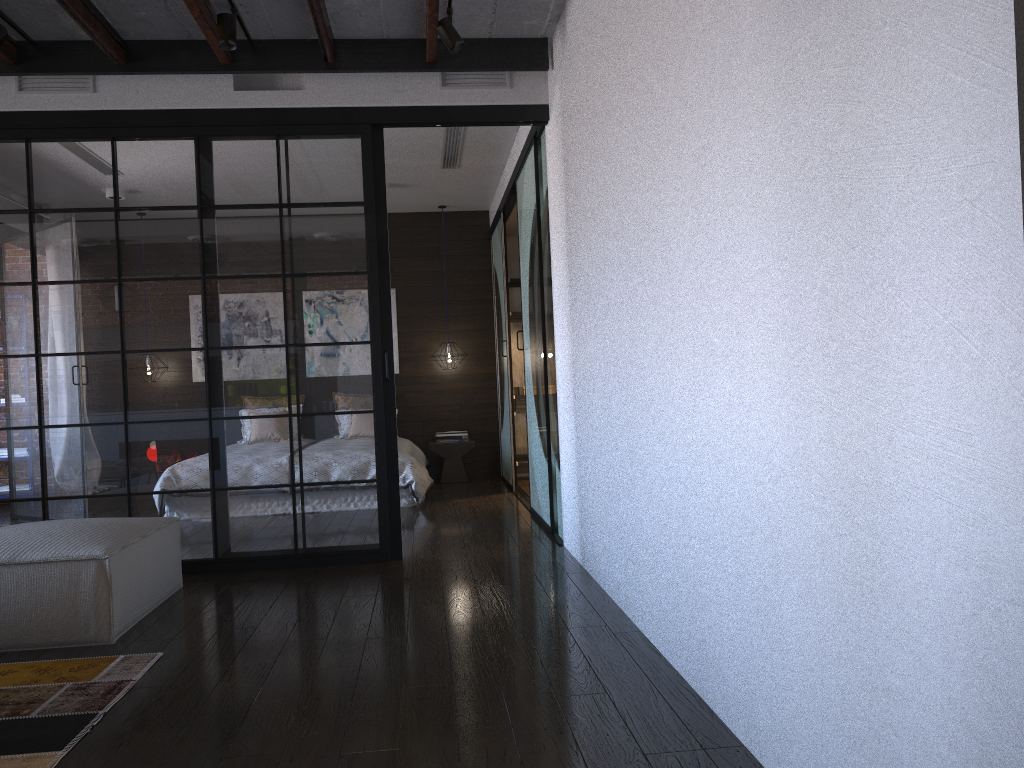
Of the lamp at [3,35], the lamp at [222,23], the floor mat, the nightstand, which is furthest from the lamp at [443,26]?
the nightstand

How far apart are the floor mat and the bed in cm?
379

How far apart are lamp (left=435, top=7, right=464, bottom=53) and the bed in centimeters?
362cm

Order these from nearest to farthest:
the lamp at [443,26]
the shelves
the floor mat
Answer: the floor mat
the lamp at [443,26]
the shelves

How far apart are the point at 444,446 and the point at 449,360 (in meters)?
0.85

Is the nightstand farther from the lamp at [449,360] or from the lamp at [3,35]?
Result: the lamp at [3,35]

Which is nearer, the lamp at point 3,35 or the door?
the lamp at point 3,35

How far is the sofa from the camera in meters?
3.3 m

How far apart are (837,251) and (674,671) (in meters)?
1.64

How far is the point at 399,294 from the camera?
9.0 meters
